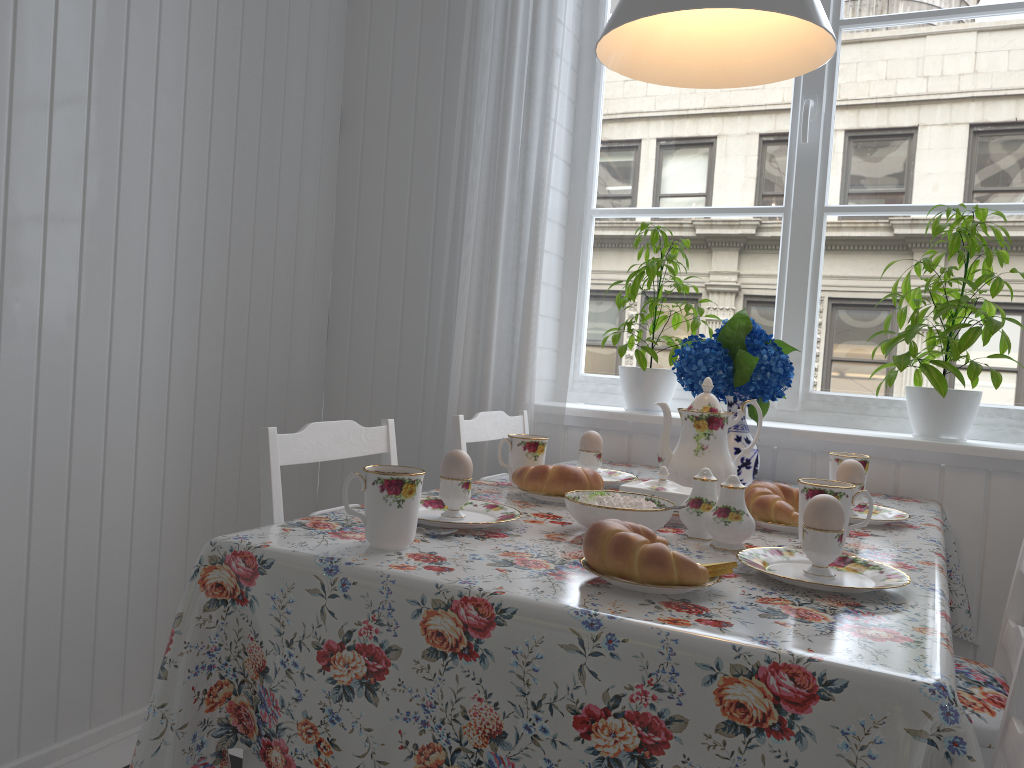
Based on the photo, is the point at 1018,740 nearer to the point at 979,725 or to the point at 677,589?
the point at 979,725

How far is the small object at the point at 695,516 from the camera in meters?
1.3

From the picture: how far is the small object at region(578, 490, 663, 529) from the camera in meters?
1.2

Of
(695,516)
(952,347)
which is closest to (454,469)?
(695,516)

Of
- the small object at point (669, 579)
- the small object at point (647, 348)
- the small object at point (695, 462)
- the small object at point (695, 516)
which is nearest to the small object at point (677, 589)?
the small object at point (669, 579)

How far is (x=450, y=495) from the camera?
1.27m

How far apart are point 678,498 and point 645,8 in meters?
0.8

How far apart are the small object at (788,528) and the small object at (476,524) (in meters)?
0.40

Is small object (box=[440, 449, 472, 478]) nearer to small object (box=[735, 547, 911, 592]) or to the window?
small object (box=[735, 547, 911, 592])

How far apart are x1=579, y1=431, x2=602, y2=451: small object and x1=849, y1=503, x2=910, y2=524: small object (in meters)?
0.50
